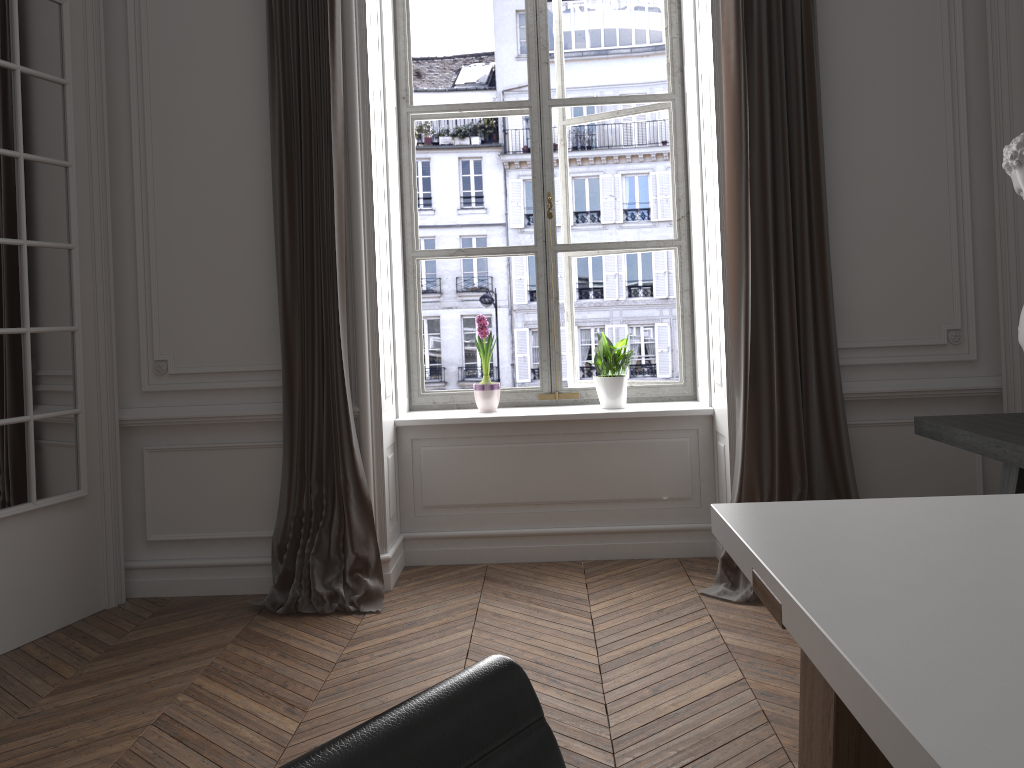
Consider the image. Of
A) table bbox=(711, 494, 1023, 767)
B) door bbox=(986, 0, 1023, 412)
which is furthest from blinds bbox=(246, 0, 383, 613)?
door bbox=(986, 0, 1023, 412)

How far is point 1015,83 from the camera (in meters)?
3.48

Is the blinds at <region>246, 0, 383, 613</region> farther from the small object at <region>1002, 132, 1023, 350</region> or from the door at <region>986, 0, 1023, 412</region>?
the door at <region>986, 0, 1023, 412</region>

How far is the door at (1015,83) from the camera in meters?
3.5

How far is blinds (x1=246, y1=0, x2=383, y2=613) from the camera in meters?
3.6

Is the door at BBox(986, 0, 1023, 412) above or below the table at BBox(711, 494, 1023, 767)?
above

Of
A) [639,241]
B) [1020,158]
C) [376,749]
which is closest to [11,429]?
[639,241]

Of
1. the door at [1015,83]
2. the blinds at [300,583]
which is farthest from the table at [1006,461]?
the blinds at [300,583]

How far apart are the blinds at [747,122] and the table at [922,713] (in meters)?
1.80

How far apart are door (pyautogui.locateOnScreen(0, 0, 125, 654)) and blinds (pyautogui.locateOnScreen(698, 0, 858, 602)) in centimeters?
250cm
